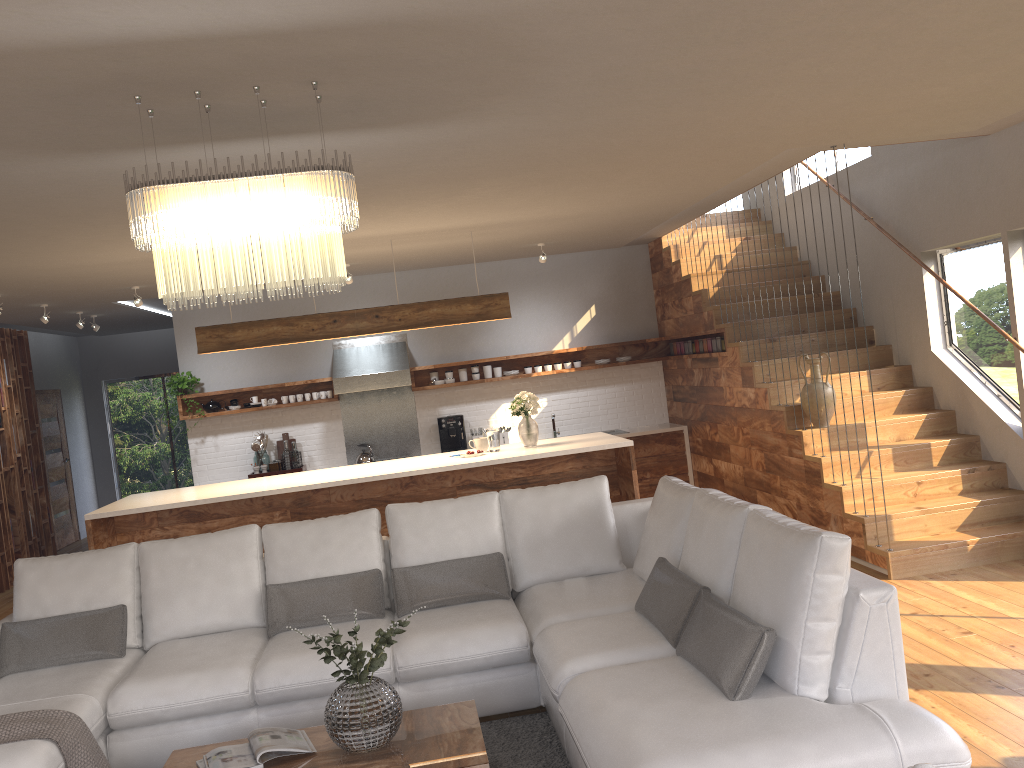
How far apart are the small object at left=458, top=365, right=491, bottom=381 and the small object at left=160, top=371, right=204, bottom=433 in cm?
281

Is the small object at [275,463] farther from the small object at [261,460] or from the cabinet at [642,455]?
the cabinet at [642,455]

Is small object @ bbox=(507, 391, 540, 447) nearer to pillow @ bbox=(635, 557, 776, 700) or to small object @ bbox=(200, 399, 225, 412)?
pillow @ bbox=(635, 557, 776, 700)

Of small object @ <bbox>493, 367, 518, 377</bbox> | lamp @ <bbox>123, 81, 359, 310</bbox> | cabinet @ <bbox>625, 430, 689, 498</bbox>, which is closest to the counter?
cabinet @ <bbox>625, 430, 689, 498</bbox>

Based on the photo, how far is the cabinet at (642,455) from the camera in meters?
9.3 m

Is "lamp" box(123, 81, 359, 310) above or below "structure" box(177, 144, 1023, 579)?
above

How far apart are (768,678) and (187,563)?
3.0 meters

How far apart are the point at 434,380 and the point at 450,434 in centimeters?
60cm

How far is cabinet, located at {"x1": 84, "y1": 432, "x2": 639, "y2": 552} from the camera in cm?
639

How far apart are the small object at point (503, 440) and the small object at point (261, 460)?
2.5 meters
